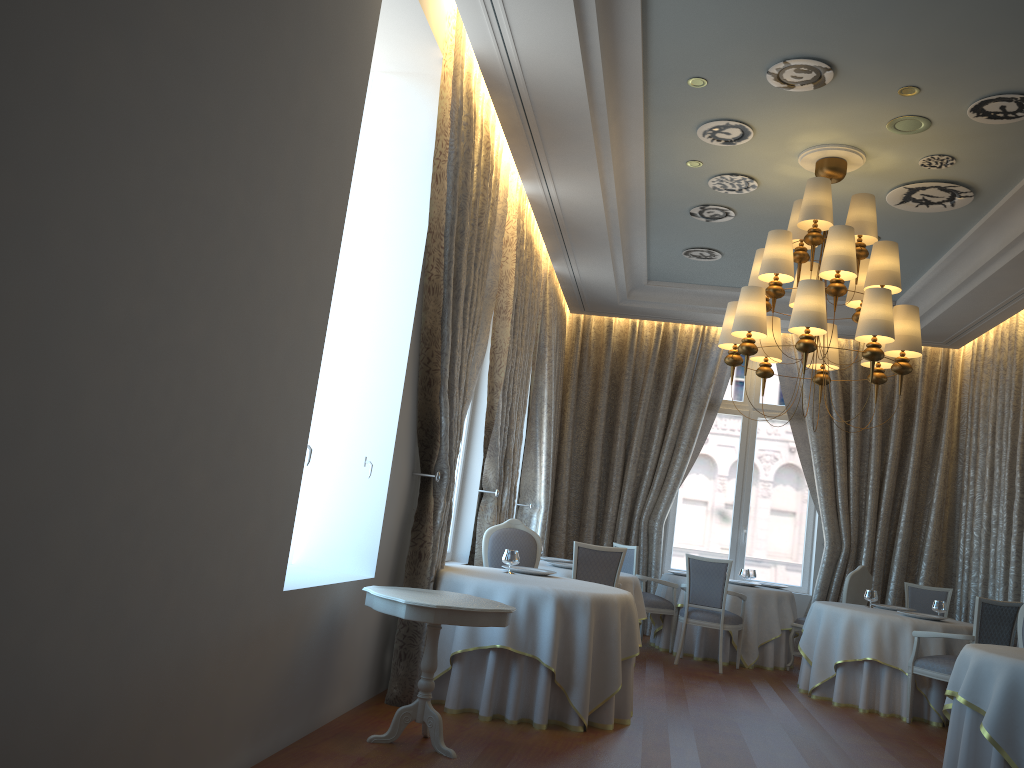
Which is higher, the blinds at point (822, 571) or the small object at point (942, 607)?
the blinds at point (822, 571)

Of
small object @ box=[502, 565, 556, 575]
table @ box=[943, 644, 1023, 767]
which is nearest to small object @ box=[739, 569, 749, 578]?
small object @ box=[502, 565, 556, 575]

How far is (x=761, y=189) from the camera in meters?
7.7

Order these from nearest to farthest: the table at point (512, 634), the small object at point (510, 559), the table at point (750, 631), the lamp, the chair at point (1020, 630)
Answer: the table at point (512, 634)
the lamp
the small object at point (510, 559)
the chair at point (1020, 630)
the table at point (750, 631)

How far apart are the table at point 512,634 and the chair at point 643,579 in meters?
3.5 m

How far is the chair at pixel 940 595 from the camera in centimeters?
953cm

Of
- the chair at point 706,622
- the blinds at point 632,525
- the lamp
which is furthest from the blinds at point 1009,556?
the lamp

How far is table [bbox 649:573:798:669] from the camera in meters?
9.4 m

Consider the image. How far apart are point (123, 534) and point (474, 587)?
3.1 meters

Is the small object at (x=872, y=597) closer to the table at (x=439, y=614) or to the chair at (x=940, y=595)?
the chair at (x=940, y=595)
